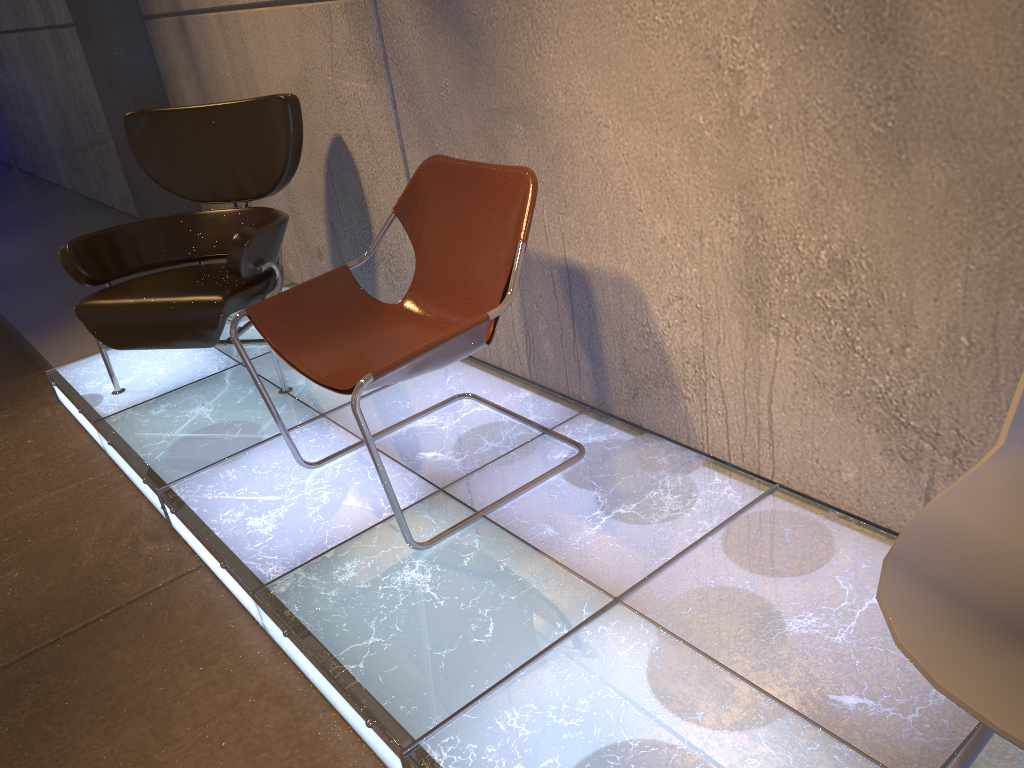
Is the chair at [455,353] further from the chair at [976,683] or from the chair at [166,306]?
the chair at [976,683]

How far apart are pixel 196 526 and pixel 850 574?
1.71m

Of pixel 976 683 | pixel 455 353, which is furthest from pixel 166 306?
pixel 976 683

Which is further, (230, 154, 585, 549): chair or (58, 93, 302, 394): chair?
(58, 93, 302, 394): chair

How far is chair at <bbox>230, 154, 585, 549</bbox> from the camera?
2.13m

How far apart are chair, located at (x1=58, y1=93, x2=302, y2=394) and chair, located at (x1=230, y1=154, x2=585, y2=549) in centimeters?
54cm

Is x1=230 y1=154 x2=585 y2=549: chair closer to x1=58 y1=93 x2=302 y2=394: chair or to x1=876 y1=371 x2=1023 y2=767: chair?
x1=58 y1=93 x2=302 y2=394: chair

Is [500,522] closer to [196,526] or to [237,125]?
[196,526]

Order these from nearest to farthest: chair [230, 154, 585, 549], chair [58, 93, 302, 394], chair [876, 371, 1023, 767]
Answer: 1. chair [876, 371, 1023, 767]
2. chair [230, 154, 585, 549]
3. chair [58, 93, 302, 394]

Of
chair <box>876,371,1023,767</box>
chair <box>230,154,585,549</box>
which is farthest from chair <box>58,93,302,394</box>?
chair <box>876,371,1023,767</box>
